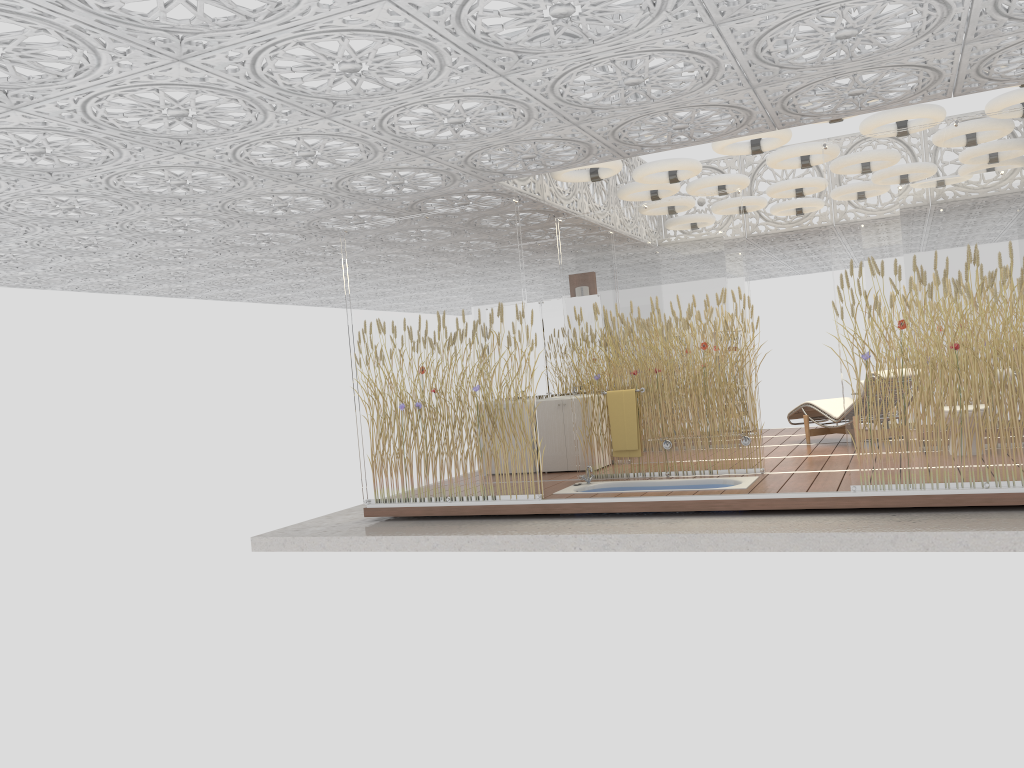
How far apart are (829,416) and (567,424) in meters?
3.0

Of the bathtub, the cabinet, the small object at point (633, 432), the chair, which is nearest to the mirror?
the cabinet

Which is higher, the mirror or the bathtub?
the mirror

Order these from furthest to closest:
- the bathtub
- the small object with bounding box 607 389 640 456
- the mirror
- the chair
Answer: the mirror
the chair
the small object with bounding box 607 389 640 456
the bathtub

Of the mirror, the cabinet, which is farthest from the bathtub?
the mirror

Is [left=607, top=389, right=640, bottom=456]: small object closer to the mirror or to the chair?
the mirror

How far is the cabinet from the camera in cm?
955

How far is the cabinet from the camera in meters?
9.5

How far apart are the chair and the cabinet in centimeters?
290cm

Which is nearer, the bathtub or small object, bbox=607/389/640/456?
the bathtub
